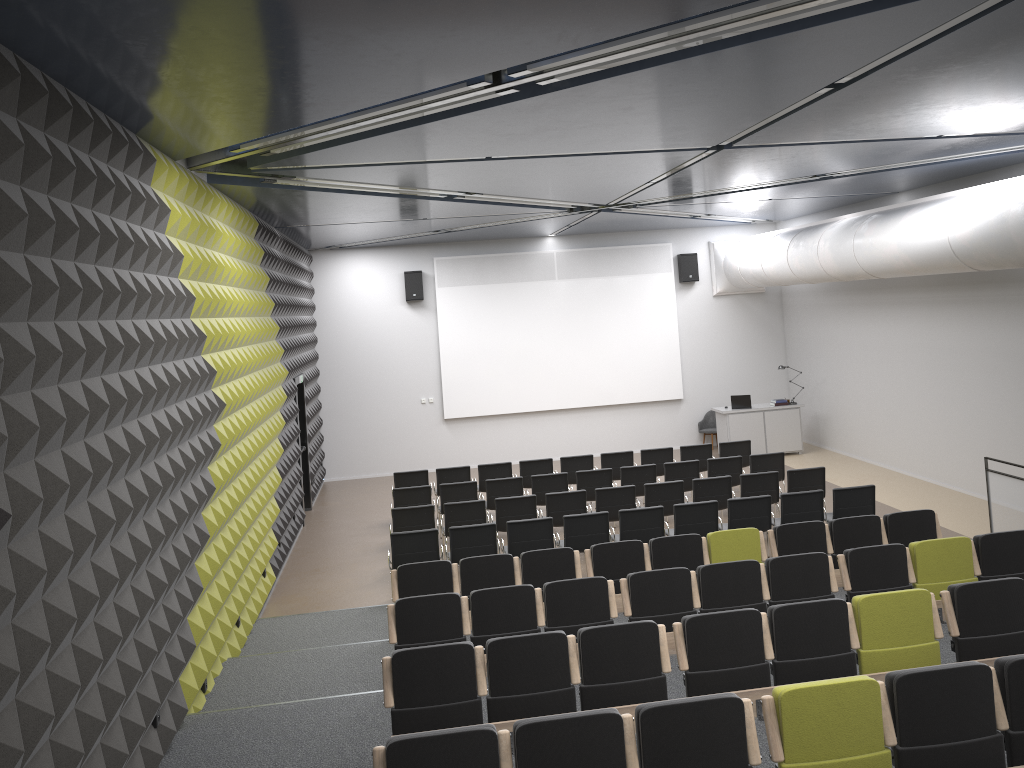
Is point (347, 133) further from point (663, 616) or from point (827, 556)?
point (827, 556)

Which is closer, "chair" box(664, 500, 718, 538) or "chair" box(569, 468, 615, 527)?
"chair" box(664, 500, 718, 538)

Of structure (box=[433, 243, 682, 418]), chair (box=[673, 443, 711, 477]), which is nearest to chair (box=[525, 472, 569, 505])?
chair (box=[673, 443, 711, 477])

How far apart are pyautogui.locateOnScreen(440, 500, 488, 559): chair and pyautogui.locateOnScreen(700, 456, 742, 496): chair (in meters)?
3.83

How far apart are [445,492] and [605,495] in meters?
2.5 m

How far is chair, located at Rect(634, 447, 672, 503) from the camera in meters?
14.7

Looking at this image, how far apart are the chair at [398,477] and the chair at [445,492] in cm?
102

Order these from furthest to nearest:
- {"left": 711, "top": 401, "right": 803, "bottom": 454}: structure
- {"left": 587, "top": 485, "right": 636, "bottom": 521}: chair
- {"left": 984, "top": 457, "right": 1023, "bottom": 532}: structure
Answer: {"left": 711, "top": 401, "right": 803, "bottom": 454}: structure, {"left": 587, "top": 485, "right": 636, "bottom": 521}: chair, {"left": 984, "top": 457, "right": 1023, "bottom": 532}: structure

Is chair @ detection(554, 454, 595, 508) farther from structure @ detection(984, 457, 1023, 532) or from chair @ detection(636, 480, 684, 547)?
structure @ detection(984, 457, 1023, 532)

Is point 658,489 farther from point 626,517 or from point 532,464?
point 532,464
